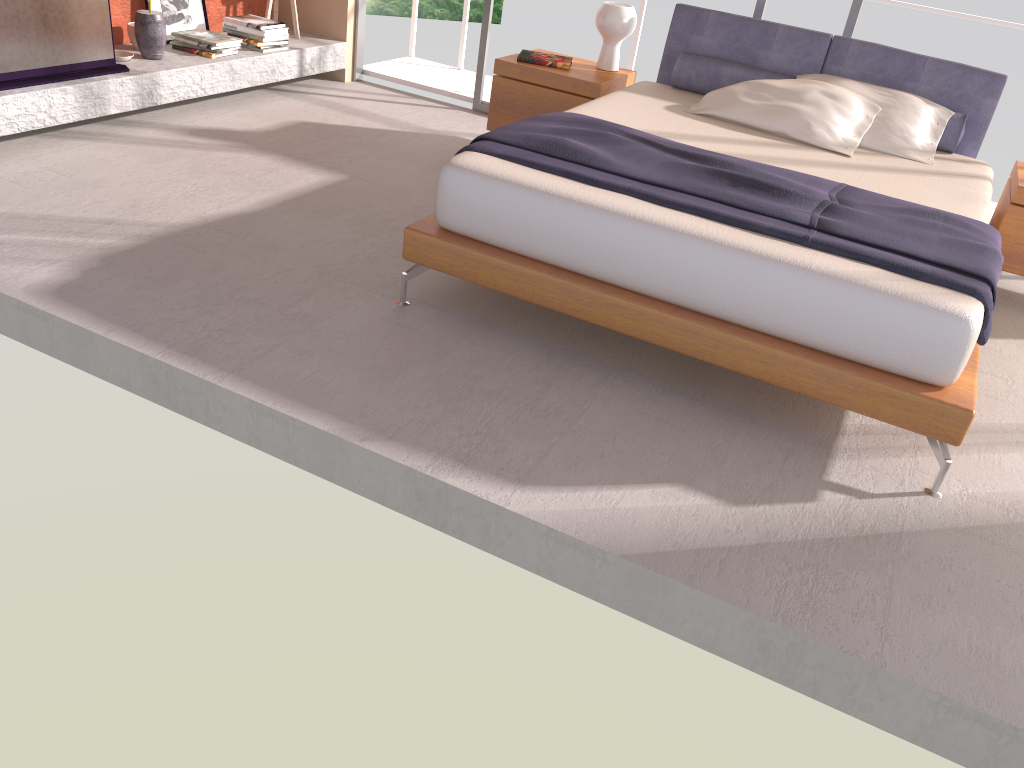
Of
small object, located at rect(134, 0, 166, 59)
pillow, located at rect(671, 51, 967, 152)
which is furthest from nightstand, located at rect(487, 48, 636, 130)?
small object, located at rect(134, 0, 166, 59)

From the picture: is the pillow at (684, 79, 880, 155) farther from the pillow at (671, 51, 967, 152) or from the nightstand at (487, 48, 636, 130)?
the nightstand at (487, 48, 636, 130)

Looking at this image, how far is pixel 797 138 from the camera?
4.0m

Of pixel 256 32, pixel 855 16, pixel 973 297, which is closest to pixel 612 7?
pixel 855 16

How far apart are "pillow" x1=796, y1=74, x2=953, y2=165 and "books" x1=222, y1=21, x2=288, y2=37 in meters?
3.2 m

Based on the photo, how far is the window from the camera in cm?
479

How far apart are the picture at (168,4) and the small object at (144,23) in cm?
40

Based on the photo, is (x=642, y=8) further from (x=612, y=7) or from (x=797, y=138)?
(x=797, y=138)

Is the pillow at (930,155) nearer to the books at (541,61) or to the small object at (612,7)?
the small object at (612,7)

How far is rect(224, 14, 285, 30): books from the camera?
5.4m
